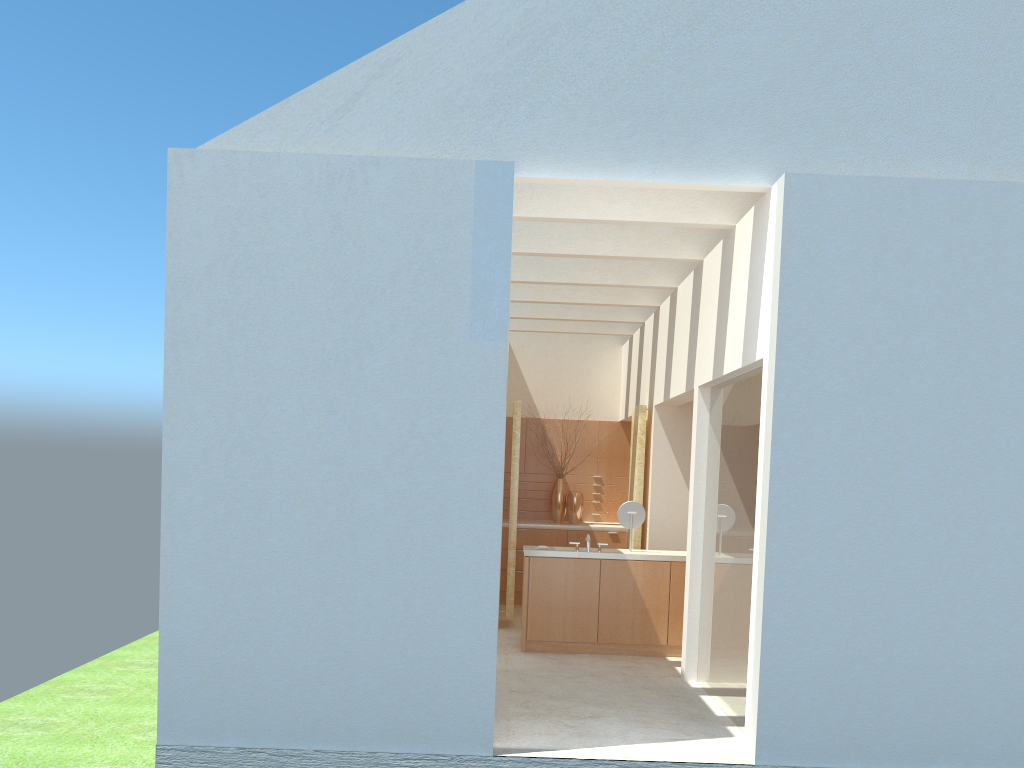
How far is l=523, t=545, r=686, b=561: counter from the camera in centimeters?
1896cm

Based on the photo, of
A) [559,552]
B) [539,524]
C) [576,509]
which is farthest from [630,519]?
[576,509]

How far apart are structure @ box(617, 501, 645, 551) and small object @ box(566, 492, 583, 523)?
6.90m

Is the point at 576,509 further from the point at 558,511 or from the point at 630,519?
the point at 630,519

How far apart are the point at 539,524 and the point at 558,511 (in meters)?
1.21

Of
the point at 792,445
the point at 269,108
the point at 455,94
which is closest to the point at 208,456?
the point at 269,108

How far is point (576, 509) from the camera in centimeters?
2646cm

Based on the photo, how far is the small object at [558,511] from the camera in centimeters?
2678cm

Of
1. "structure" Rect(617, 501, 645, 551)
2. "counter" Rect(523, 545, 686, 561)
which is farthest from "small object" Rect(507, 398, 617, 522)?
"structure" Rect(617, 501, 645, 551)

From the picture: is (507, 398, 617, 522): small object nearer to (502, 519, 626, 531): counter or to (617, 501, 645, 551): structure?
(502, 519, 626, 531): counter
